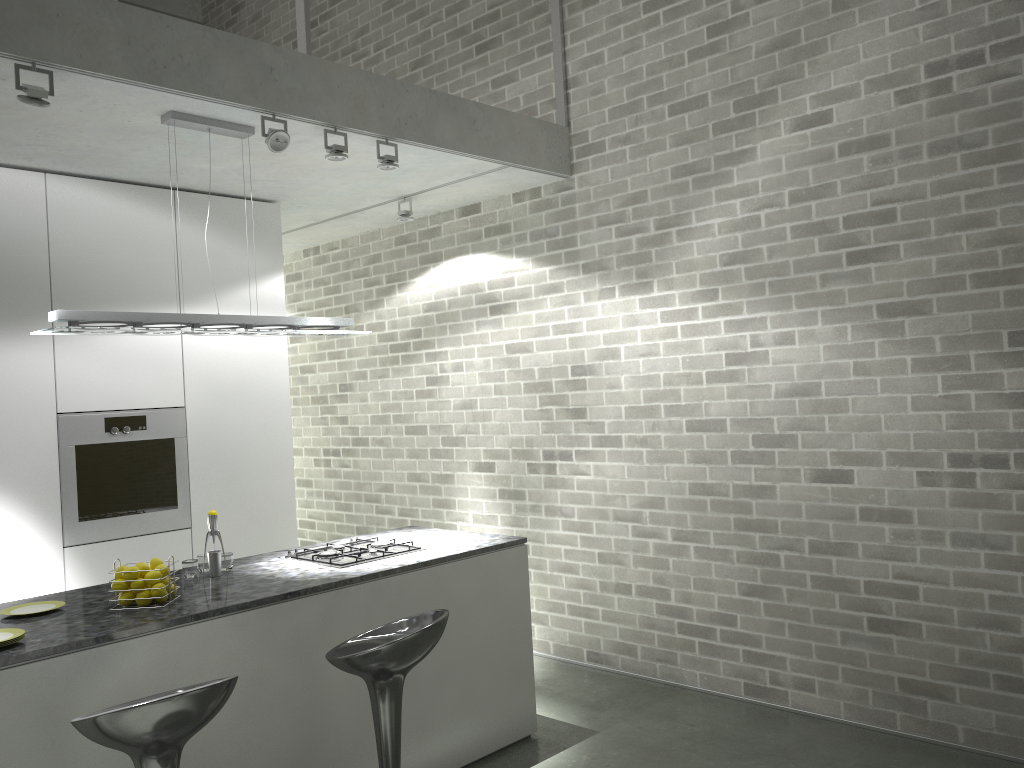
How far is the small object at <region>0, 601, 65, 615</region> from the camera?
3.30m

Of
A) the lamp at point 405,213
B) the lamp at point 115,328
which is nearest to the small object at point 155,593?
the lamp at point 115,328

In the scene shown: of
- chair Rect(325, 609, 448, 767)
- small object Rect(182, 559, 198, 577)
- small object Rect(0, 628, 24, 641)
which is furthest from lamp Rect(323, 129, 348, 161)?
small object Rect(0, 628, 24, 641)

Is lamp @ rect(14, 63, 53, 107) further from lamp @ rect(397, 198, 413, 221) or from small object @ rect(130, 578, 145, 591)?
lamp @ rect(397, 198, 413, 221)

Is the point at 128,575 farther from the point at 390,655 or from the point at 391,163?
the point at 391,163

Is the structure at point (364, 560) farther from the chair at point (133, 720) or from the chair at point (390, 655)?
the chair at point (133, 720)

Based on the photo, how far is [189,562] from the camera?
3.8m

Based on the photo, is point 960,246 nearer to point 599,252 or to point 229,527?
point 599,252

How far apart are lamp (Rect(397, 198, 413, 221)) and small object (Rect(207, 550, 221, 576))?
2.67m

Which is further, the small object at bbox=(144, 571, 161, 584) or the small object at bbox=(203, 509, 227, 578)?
the small object at bbox=(203, 509, 227, 578)
